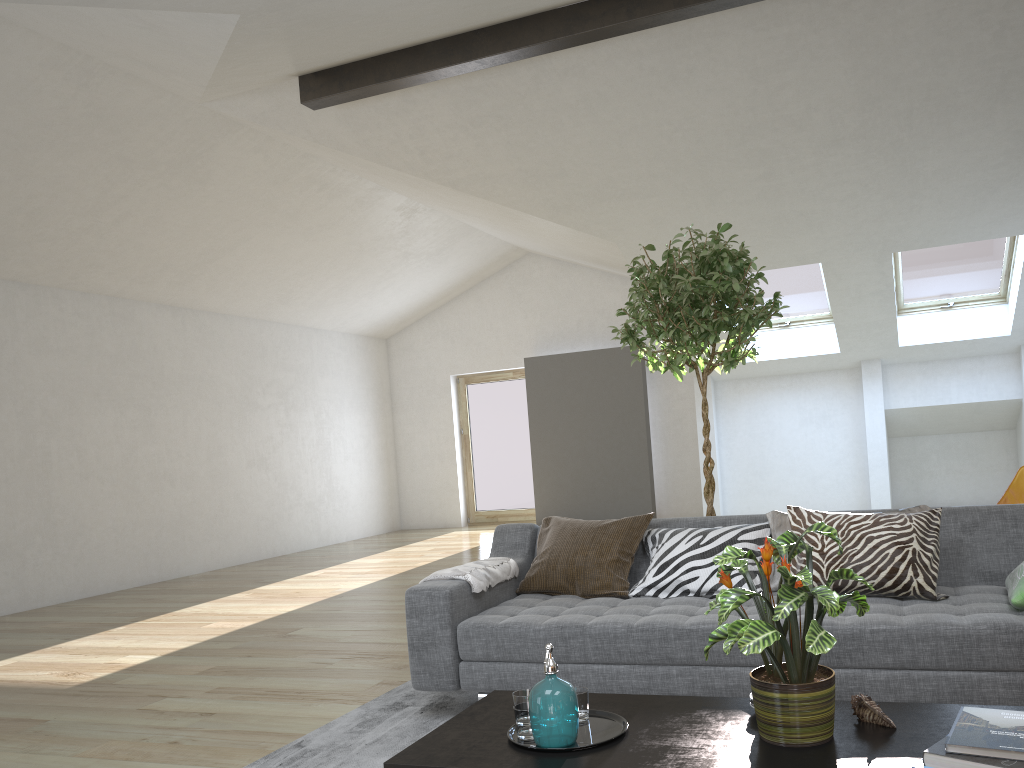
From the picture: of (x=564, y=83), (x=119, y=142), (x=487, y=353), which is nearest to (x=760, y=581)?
(x=564, y=83)

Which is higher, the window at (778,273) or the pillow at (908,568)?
the window at (778,273)

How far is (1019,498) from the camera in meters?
5.2 m

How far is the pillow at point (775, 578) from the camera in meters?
3.4 m

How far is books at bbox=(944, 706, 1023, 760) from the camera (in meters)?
1.67

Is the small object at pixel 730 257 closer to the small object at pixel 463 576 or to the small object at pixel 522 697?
the small object at pixel 463 576

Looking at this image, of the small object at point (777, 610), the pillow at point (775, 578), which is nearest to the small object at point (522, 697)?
the small object at point (777, 610)

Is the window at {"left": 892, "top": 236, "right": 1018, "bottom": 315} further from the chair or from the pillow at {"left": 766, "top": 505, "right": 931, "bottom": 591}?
the pillow at {"left": 766, "top": 505, "right": 931, "bottom": 591}

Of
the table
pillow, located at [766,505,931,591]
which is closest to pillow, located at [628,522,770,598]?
pillow, located at [766,505,931,591]

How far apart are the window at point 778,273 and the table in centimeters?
702cm
